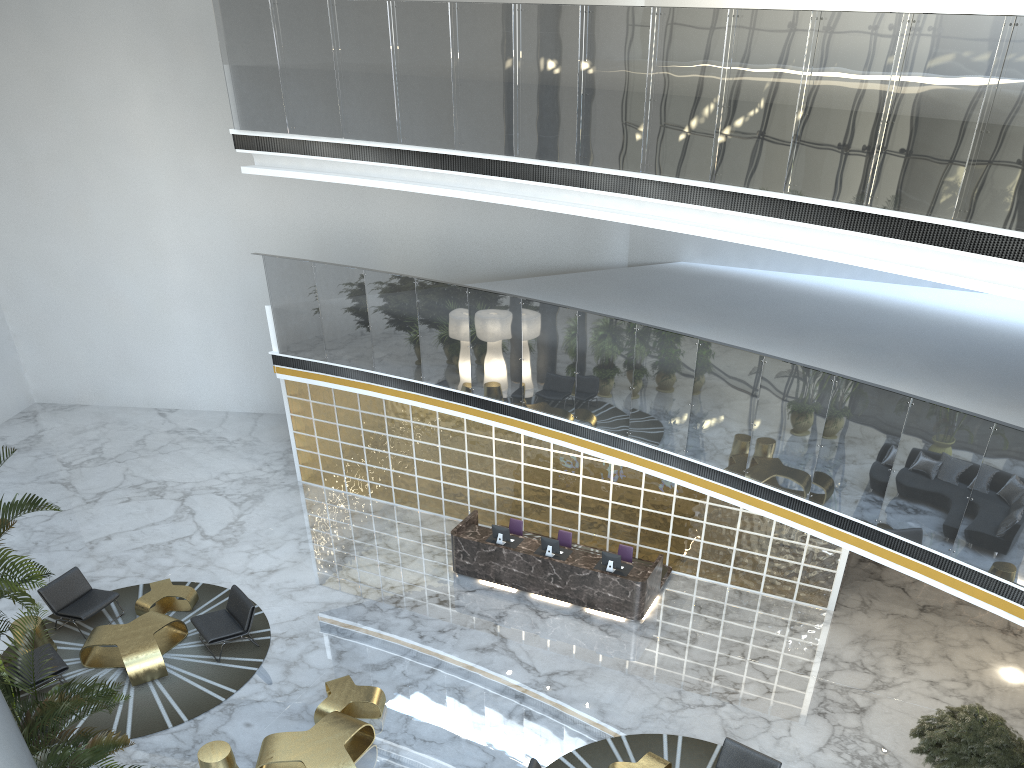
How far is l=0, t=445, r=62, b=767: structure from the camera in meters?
6.0 m

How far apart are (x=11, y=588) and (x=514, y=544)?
7.5m

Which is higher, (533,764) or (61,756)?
(61,756)

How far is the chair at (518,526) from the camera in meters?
12.9 m

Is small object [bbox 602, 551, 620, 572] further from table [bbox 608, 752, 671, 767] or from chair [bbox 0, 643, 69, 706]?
chair [bbox 0, 643, 69, 706]

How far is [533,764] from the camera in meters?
8.1 m

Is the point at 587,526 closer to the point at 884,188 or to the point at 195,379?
the point at 884,188

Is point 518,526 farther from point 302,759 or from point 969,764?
point 969,764

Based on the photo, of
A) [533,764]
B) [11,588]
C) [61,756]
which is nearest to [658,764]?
[533,764]

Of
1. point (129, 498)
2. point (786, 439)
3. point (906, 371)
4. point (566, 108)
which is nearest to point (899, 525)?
point (786, 439)
